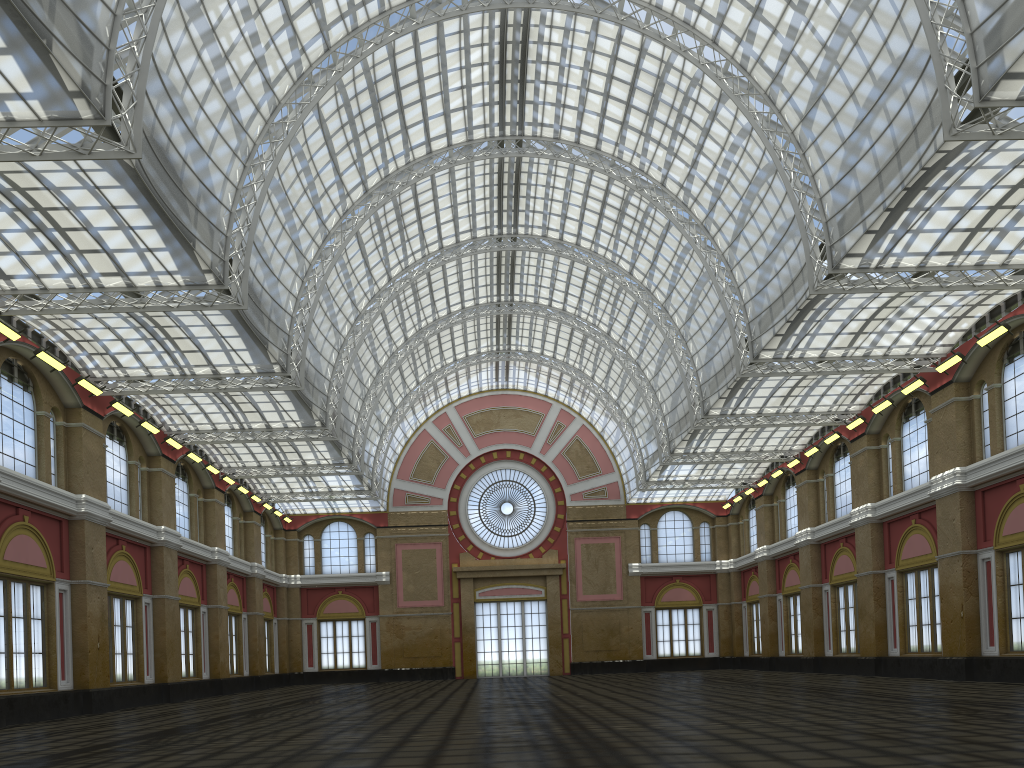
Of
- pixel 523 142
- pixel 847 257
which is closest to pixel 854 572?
pixel 847 257
